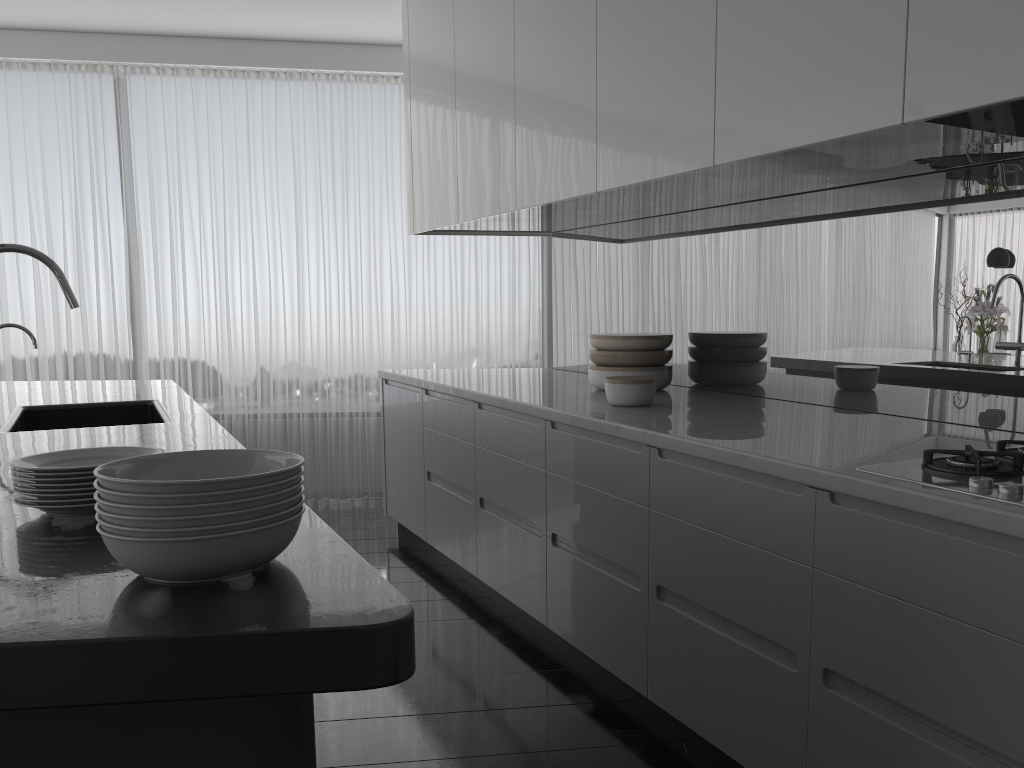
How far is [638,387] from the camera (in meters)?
3.11

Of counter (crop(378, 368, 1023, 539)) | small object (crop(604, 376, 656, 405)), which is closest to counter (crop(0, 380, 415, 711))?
counter (crop(378, 368, 1023, 539))

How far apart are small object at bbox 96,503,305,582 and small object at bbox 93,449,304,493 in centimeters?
6cm

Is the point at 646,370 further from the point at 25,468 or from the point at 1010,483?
the point at 25,468

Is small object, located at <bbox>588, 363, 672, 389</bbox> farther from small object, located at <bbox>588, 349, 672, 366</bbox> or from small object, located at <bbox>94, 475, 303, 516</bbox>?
small object, located at <bbox>94, 475, 303, 516</bbox>

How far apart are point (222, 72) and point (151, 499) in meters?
5.5 m

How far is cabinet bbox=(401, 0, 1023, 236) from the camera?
1.8 meters

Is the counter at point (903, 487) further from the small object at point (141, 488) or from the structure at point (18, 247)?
the structure at point (18, 247)

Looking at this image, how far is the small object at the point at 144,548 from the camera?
1.2 meters

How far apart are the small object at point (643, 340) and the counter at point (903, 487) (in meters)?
0.19
